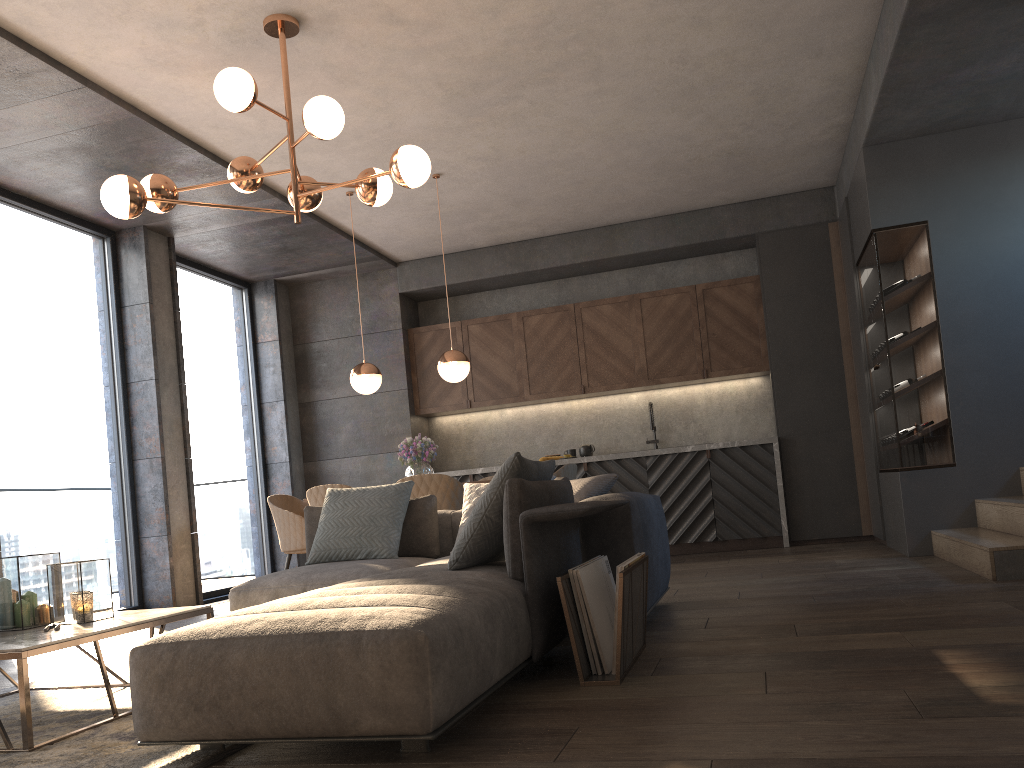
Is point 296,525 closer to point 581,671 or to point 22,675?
point 22,675

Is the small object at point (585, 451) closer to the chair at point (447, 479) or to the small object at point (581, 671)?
the chair at point (447, 479)

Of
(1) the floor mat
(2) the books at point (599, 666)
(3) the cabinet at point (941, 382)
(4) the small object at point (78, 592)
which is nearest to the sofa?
(1) the floor mat

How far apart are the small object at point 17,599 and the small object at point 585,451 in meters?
5.6

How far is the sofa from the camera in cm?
207

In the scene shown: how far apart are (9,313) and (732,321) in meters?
5.8

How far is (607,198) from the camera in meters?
7.5

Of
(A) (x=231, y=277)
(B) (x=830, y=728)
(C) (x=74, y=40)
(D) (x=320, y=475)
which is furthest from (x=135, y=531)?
(B) (x=830, y=728)

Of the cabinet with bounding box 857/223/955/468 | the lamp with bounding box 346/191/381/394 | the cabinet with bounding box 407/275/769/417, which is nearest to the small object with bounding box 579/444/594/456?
the cabinet with bounding box 407/275/769/417

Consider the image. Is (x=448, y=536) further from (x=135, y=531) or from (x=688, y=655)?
(x=135, y=531)
